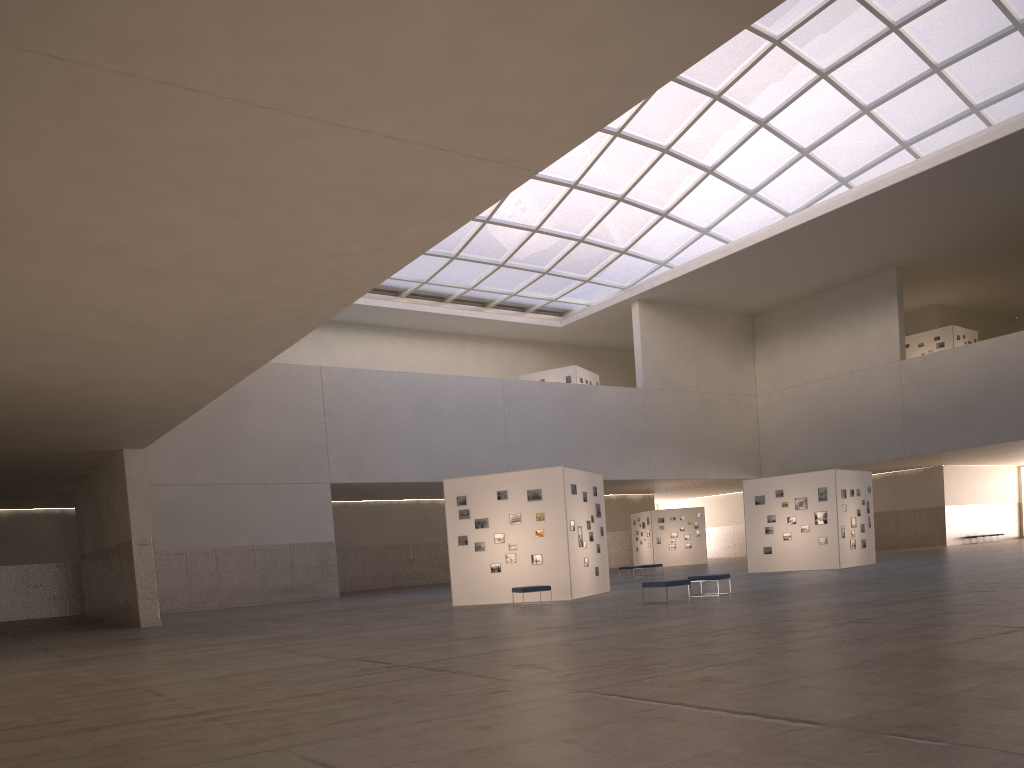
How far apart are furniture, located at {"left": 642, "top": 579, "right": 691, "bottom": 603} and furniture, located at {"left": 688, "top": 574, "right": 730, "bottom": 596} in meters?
2.1

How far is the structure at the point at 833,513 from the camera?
39.39m

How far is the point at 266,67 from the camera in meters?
9.6 m

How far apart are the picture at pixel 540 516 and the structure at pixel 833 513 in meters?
15.0 m

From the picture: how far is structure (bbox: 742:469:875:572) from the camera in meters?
39.4

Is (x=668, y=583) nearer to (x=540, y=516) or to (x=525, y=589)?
(x=525, y=589)

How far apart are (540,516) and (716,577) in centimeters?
656cm

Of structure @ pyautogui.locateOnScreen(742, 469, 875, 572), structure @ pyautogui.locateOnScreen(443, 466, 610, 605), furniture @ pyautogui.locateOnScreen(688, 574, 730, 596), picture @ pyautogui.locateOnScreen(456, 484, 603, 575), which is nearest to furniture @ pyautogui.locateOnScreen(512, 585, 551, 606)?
structure @ pyautogui.locateOnScreen(443, 466, 610, 605)

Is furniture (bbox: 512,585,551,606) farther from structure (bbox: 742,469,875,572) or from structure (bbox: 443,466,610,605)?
structure (bbox: 742,469,875,572)

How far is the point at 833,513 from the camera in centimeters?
3939cm
